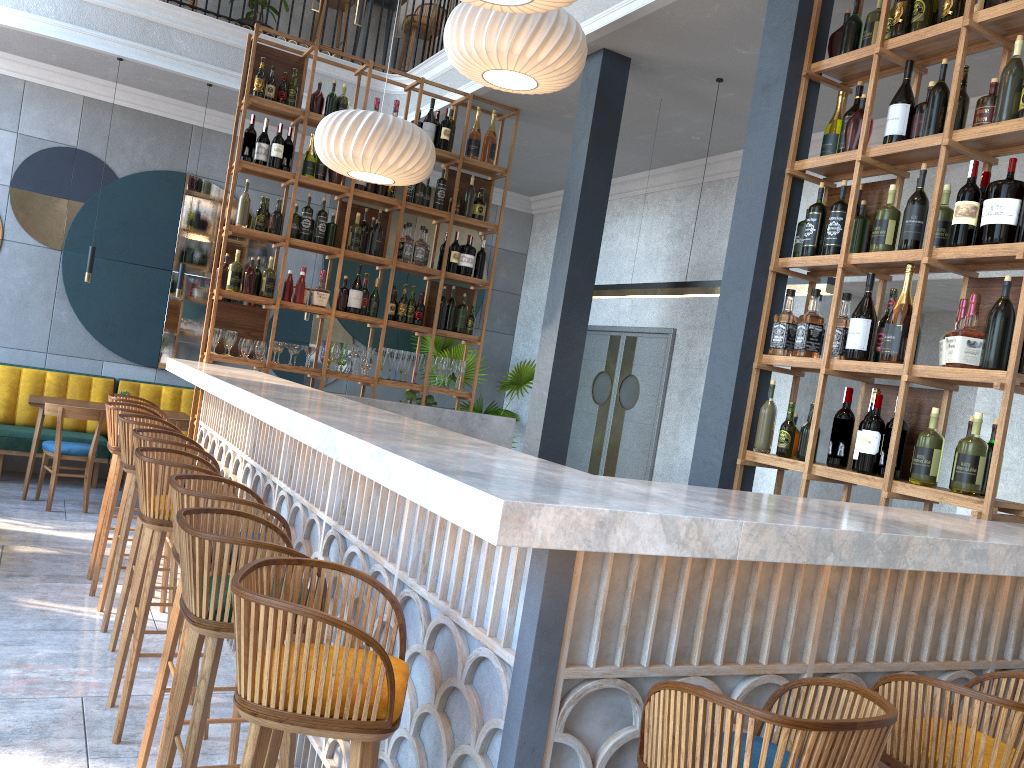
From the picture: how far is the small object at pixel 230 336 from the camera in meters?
5.9 m

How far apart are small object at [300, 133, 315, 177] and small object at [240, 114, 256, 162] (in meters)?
0.38

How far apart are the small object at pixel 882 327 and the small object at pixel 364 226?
3.89m

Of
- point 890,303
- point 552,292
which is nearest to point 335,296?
point 552,292

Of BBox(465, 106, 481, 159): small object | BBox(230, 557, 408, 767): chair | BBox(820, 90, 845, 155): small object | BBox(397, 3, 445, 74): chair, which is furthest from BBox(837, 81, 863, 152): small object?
BBox(397, 3, 445, 74): chair

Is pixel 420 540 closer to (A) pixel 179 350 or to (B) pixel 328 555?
(B) pixel 328 555

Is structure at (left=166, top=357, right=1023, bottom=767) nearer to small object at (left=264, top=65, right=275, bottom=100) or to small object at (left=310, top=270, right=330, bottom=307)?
small object at (left=310, top=270, right=330, bottom=307)

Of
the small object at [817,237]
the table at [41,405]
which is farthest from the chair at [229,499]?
the table at [41,405]

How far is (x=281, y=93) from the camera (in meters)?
5.97

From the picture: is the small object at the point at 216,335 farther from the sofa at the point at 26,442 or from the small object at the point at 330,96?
the sofa at the point at 26,442
